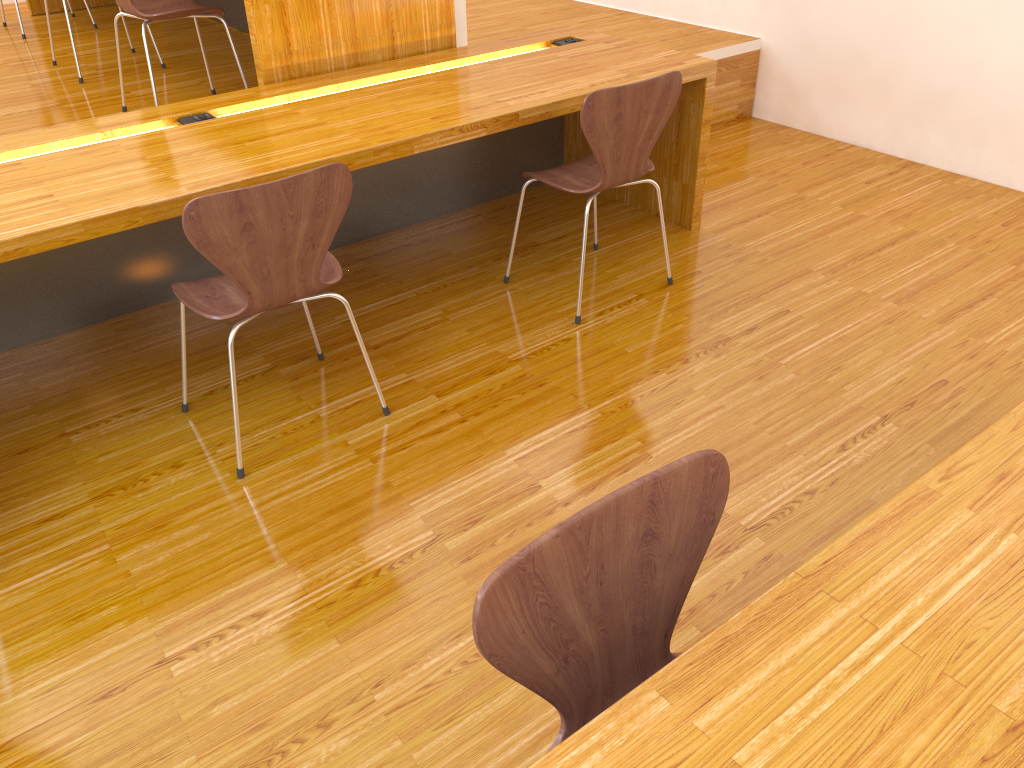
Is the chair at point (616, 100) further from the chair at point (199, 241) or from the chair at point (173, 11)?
the chair at point (173, 11)

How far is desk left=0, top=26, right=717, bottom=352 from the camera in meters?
2.1 m

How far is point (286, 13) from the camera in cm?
280

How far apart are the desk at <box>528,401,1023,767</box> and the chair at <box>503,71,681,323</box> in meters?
1.5 m

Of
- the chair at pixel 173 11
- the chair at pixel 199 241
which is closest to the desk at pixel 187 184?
the chair at pixel 199 241

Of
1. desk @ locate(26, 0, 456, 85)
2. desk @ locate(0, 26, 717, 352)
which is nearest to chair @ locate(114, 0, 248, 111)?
desk @ locate(26, 0, 456, 85)

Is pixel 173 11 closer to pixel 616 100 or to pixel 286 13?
pixel 286 13

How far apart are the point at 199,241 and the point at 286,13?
1.31m

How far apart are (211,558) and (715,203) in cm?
243

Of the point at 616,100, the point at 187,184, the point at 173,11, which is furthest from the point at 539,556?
the point at 173,11
